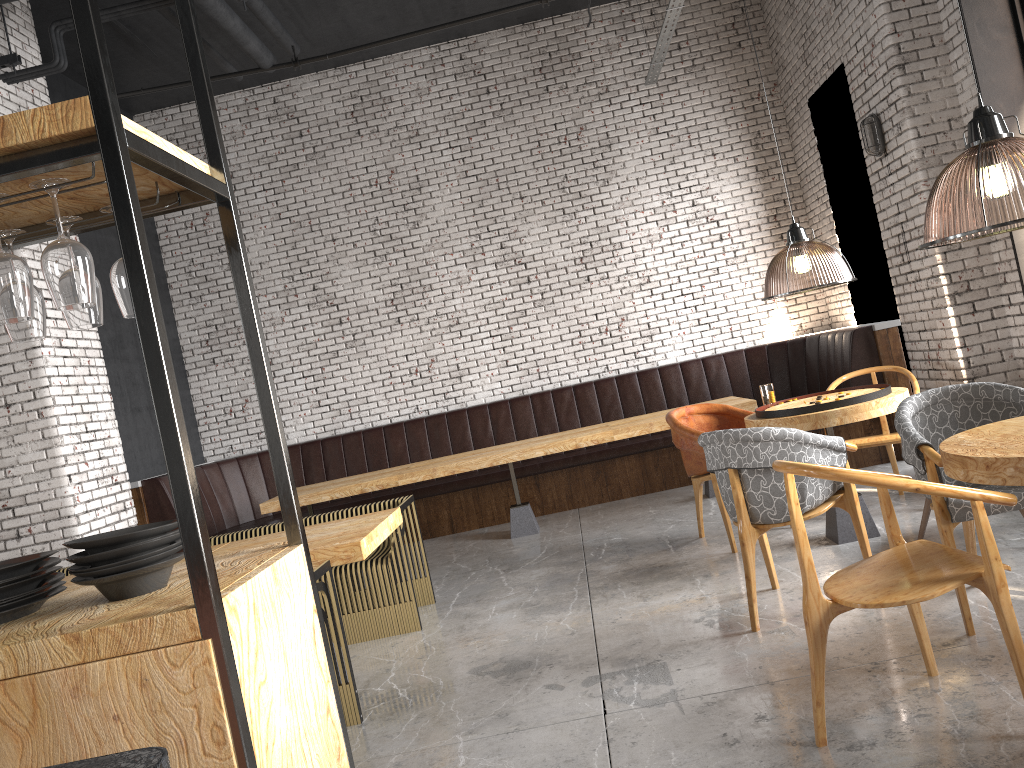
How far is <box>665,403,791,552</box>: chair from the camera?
5.6 meters

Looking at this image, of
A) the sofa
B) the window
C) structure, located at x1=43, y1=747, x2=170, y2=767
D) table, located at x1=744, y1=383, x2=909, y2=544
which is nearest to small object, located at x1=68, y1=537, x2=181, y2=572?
Answer: structure, located at x1=43, y1=747, x2=170, y2=767

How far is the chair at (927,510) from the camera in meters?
4.7

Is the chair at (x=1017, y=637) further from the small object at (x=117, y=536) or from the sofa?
the sofa

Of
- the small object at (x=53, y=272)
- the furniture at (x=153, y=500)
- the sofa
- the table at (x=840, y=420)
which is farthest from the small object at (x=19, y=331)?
the furniture at (x=153, y=500)

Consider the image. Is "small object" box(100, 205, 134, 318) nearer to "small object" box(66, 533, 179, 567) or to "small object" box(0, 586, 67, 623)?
"small object" box(66, 533, 179, 567)

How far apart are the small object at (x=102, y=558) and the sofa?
3.3m

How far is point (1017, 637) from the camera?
2.56m

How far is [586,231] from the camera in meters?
9.3 m

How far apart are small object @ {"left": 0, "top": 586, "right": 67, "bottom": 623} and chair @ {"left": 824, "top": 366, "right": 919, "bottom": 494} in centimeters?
478cm
